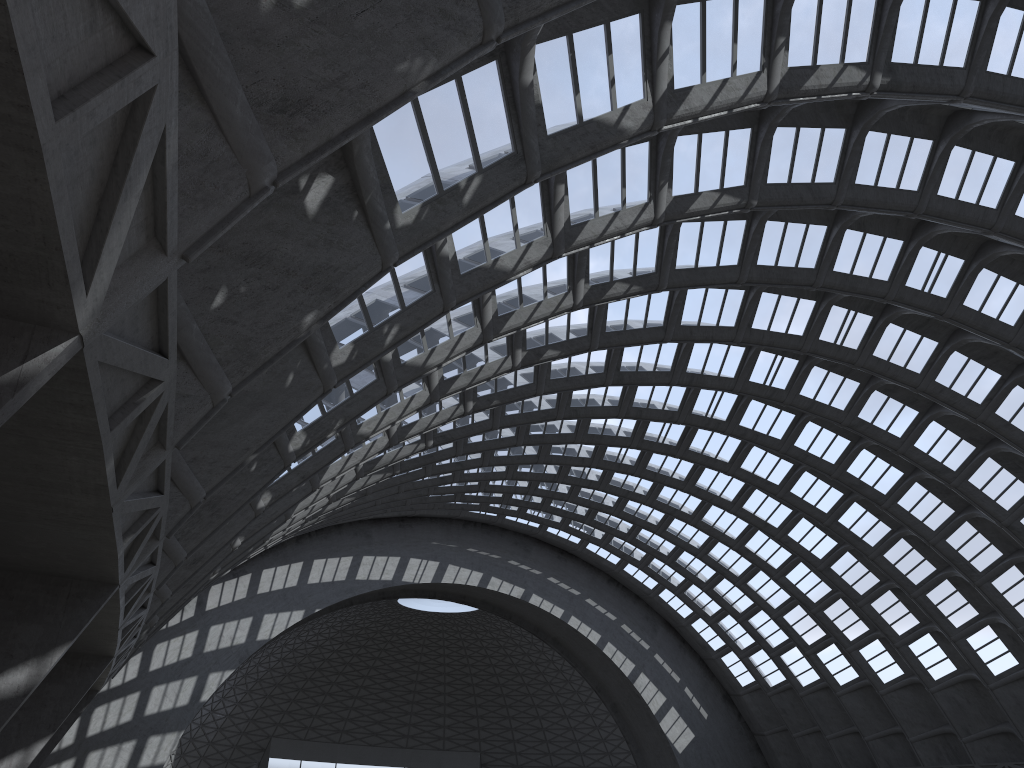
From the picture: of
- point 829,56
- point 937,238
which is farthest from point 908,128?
point 829,56

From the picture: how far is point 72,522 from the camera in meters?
9.7
